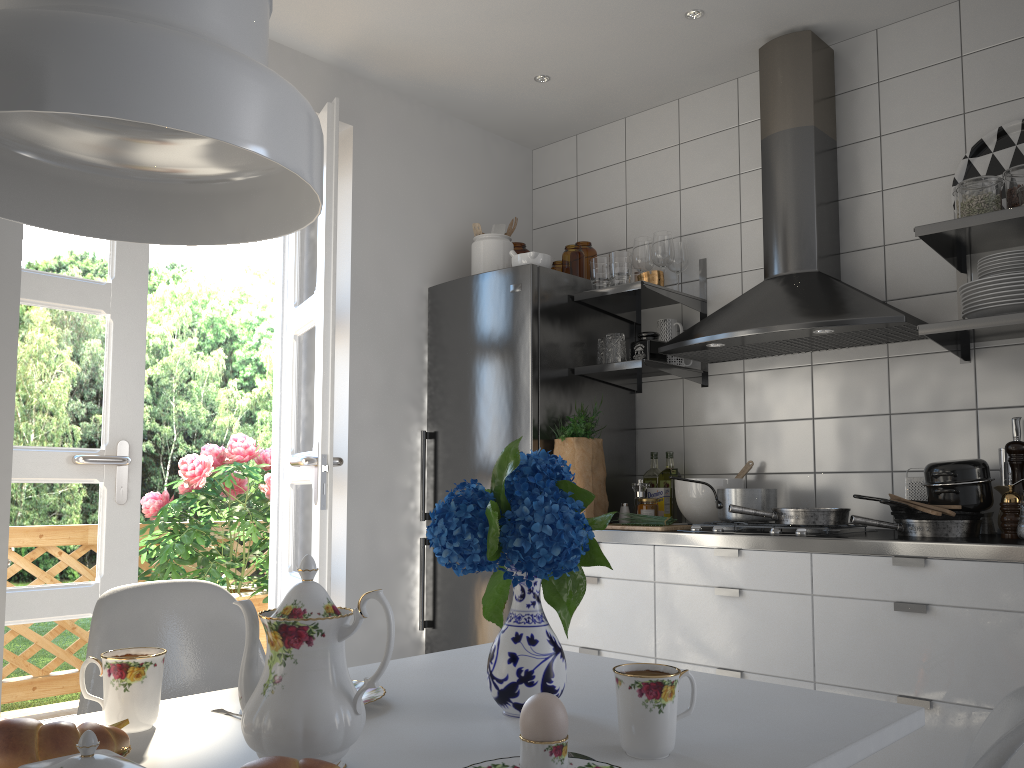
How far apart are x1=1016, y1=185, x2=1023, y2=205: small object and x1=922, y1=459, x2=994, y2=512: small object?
0.75m

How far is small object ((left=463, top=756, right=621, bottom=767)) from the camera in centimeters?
92cm

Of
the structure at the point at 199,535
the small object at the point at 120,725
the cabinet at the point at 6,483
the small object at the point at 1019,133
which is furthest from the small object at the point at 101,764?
the structure at the point at 199,535

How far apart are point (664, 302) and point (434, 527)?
2.5m

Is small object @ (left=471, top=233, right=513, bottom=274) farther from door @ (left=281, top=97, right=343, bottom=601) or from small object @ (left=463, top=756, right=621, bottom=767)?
small object @ (left=463, top=756, right=621, bottom=767)

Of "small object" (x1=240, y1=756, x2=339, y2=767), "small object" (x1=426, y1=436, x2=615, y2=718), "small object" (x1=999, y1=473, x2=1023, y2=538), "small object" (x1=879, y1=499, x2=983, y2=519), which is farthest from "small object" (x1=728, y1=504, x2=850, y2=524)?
"small object" (x1=240, y1=756, x2=339, y2=767)

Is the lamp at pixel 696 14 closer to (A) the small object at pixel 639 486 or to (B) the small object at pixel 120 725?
(A) the small object at pixel 639 486

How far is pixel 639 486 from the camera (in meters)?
3.34

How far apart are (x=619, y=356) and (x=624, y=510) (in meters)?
0.58

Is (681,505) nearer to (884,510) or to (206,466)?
(884,510)
